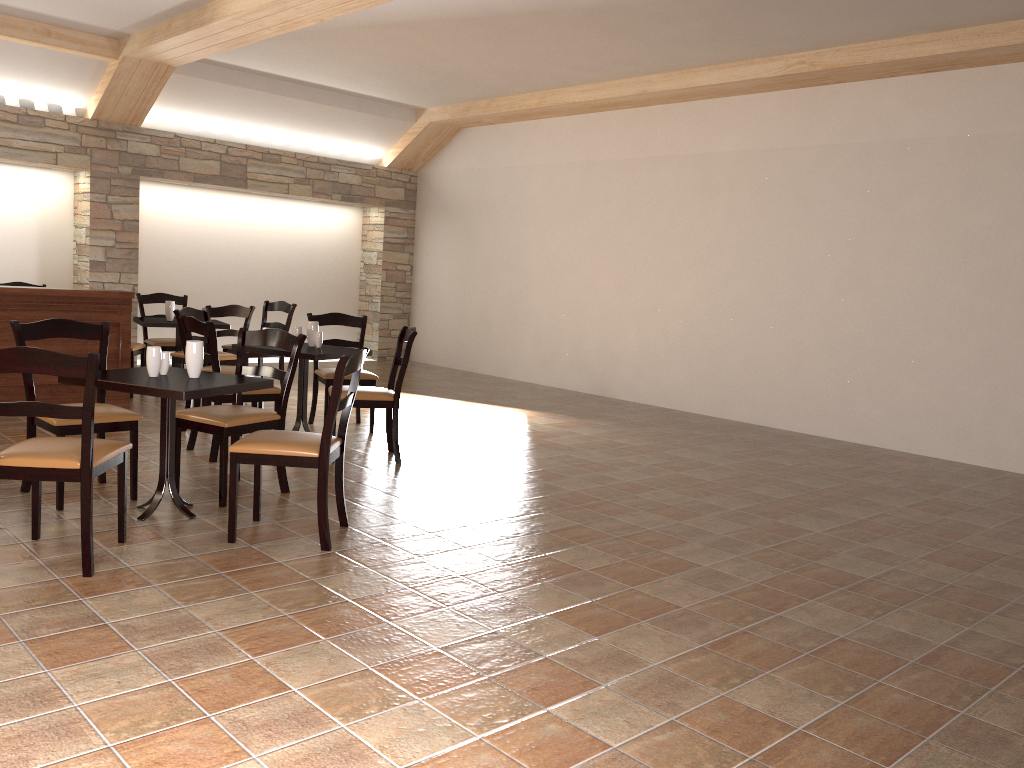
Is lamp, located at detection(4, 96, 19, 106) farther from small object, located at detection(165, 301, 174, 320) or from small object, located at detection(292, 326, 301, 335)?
small object, located at detection(292, 326, 301, 335)

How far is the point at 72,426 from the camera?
4.10m

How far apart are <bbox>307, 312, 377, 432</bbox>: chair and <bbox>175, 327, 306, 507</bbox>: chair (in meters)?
1.55

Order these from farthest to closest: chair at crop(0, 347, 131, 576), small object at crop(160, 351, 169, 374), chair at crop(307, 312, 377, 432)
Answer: chair at crop(307, 312, 377, 432)
small object at crop(160, 351, 169, 374)
chair at crop(0, 347, 131, 576)

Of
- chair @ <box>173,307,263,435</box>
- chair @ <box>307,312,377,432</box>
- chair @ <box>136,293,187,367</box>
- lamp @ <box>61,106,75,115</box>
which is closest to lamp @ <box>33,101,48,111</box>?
lamp @ <box>61,106,75,115</box>

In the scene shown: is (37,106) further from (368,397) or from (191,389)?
(191,389)

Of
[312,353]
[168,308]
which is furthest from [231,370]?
[168,308]

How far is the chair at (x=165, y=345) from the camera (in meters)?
7.92

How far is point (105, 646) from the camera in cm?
272

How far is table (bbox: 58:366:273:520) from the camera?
3.7m
